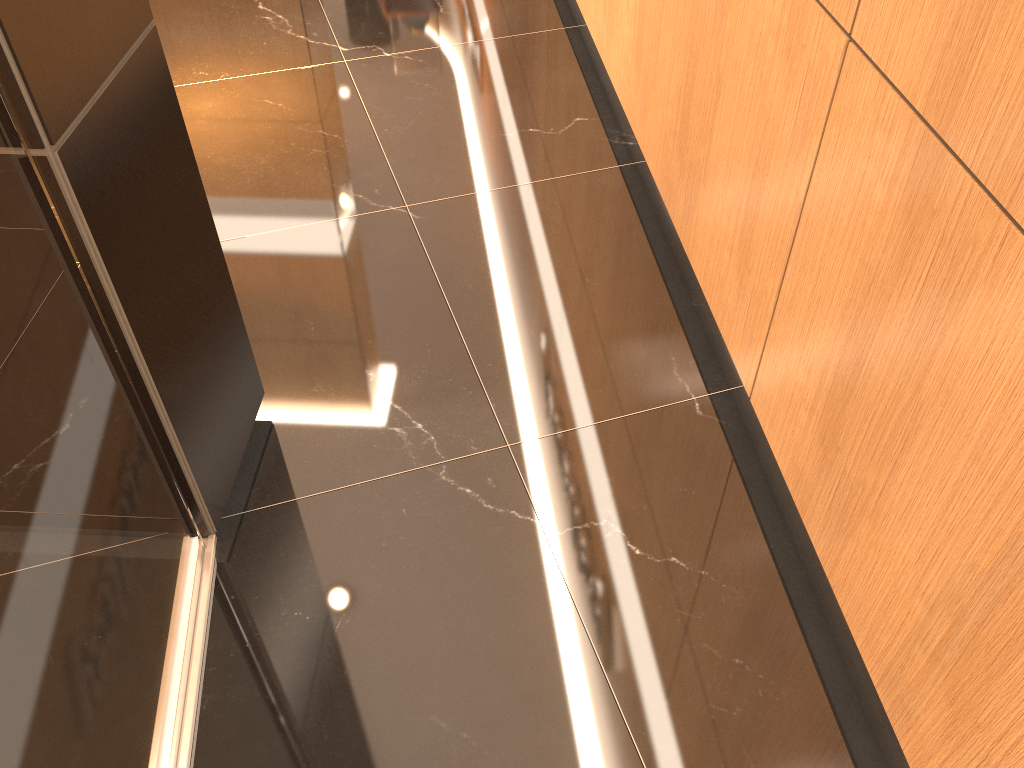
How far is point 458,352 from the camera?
2.2m

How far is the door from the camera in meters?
1.0 m

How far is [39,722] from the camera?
1.04m

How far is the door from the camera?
1.04m
